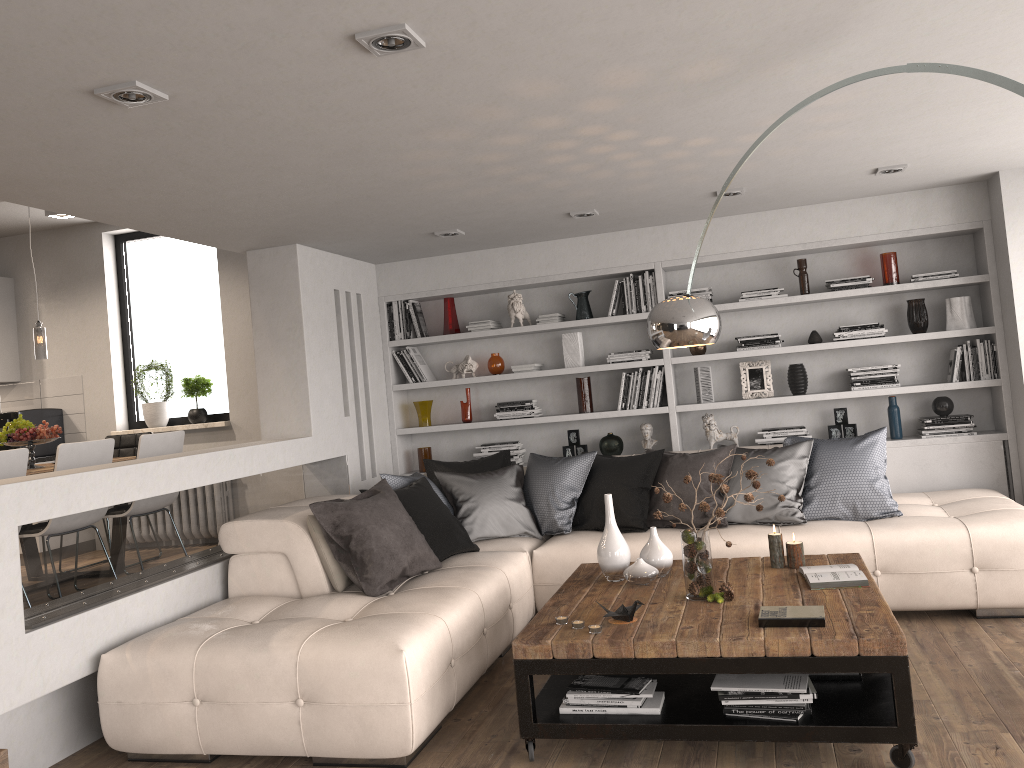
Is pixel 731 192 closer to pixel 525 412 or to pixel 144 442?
pixel 525 412

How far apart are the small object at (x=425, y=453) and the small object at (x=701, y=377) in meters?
2.1

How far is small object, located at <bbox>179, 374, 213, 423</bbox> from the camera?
7.2 meters

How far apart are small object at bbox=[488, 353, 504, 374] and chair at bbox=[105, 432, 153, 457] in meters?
2.8 m

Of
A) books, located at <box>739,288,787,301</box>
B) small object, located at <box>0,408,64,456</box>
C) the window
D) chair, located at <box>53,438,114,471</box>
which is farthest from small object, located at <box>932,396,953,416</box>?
small object, located at <box>0,408,64,456</box>

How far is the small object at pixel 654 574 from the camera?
3.9 meters

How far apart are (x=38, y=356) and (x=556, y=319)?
3.6m

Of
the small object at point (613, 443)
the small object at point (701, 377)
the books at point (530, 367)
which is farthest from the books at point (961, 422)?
the books at point (530, 367)

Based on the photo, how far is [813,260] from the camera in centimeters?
628cm

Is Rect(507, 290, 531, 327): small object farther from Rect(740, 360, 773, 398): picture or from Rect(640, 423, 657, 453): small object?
Rect(740, 360, 773, 398): picture
